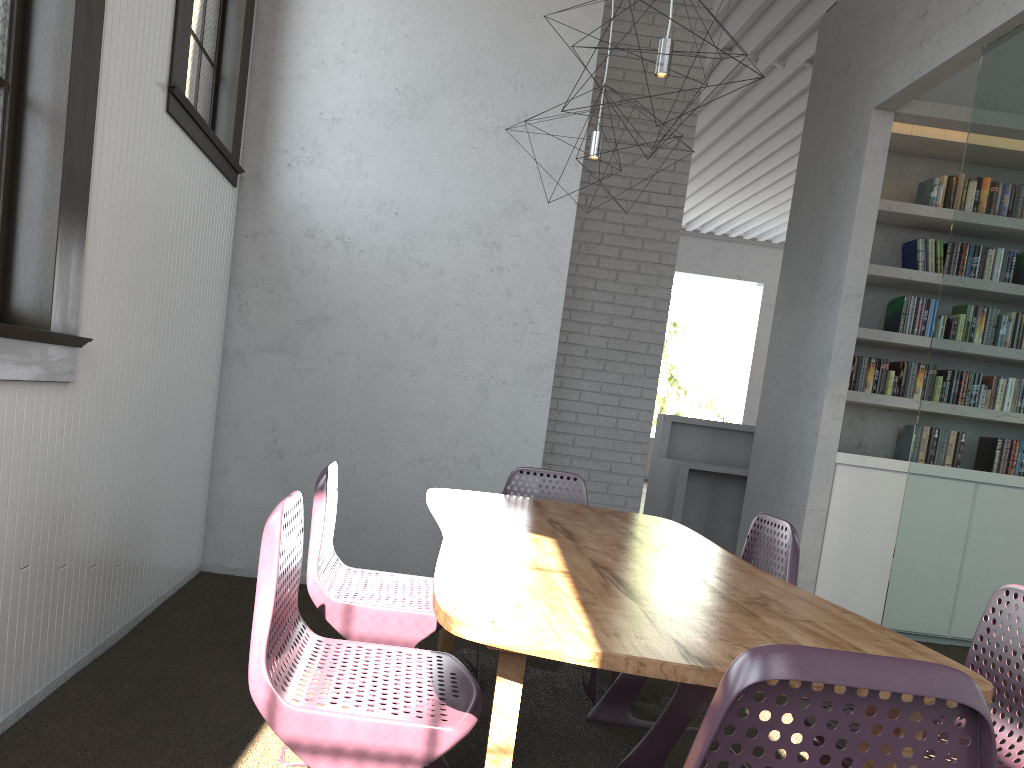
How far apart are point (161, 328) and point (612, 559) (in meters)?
1.96
